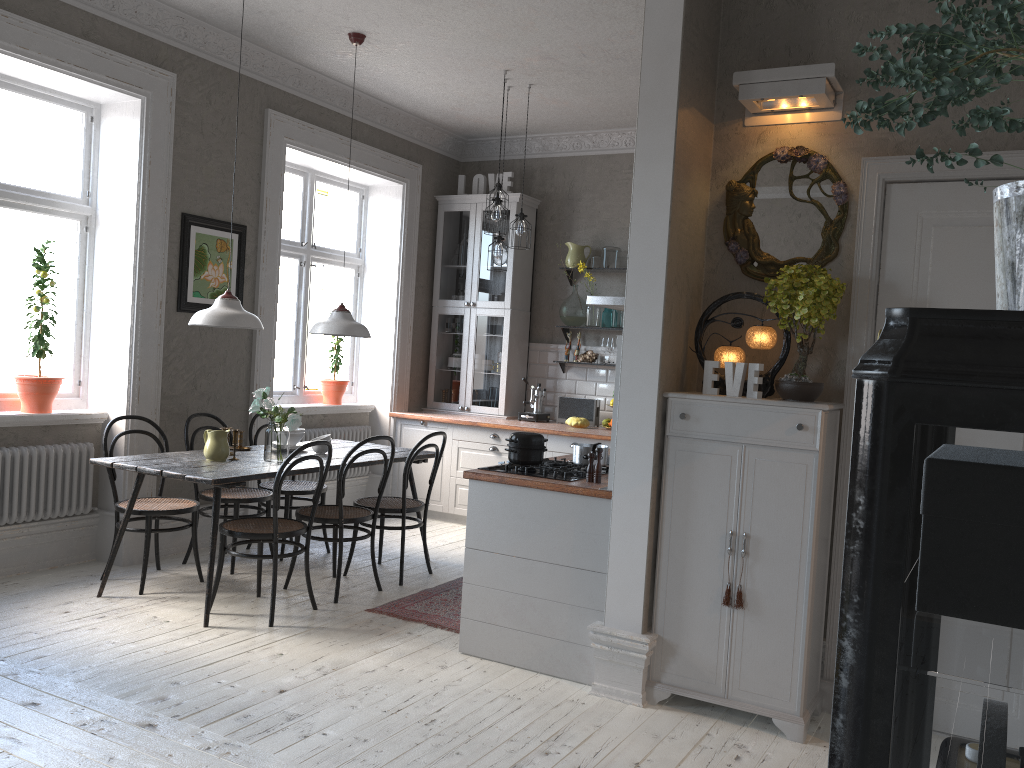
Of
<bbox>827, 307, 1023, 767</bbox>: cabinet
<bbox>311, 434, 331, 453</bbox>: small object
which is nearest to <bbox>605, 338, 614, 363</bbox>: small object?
<bbox>311, 434, 331, 453</bbox>: small object

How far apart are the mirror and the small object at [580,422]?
3.24m

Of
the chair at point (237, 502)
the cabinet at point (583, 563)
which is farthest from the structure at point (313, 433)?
the chair at point (237, 502)

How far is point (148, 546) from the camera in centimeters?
484cm

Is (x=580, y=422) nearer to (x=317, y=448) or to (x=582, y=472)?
(x=317, y=448)

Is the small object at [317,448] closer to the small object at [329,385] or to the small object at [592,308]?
the small object at [329,385]

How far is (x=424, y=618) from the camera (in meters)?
4.63

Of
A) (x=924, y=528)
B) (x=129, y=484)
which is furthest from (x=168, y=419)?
(x=924, y=528)

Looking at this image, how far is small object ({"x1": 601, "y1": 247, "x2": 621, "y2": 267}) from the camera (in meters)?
7.23

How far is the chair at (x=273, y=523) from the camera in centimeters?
441cm
